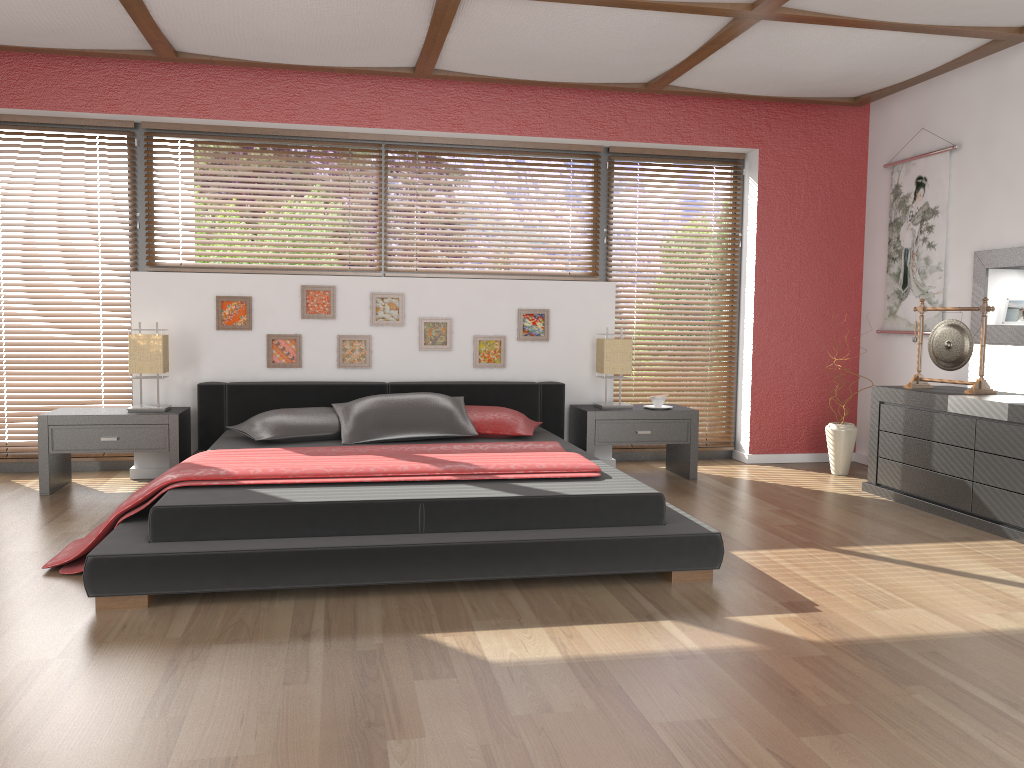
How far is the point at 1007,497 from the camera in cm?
402

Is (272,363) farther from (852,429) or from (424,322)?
(852,429)

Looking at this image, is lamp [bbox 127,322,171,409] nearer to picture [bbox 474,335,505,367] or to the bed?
the bed

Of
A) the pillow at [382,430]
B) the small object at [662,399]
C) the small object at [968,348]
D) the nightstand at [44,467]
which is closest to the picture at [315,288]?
the pillow at [382,430]

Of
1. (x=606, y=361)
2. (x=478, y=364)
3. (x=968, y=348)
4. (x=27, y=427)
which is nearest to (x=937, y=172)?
(x=968, y=348)

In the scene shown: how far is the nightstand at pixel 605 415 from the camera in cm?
523

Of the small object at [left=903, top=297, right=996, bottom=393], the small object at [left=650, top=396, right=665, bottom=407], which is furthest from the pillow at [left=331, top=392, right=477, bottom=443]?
the small object at [left=903, top=297, right=996, bottom=393]

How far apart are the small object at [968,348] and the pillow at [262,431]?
3.1m

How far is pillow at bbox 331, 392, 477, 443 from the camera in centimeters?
457cm

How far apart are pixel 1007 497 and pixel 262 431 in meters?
3.6 m
